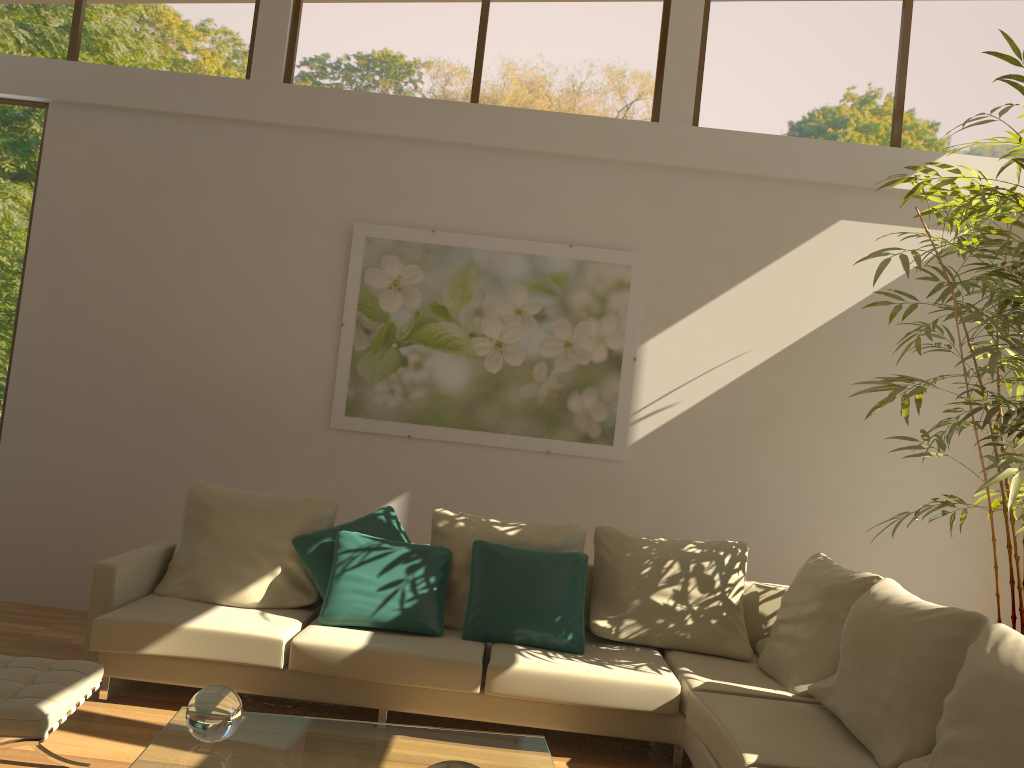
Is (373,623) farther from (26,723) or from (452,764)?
(452,764)

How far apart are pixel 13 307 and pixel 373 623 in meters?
3.3 m

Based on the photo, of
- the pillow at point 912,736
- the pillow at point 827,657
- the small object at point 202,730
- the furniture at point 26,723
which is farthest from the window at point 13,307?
the pillow at point 912,736

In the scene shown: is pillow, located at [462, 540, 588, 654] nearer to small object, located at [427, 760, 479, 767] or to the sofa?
the sofa

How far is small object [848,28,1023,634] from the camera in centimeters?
387cm

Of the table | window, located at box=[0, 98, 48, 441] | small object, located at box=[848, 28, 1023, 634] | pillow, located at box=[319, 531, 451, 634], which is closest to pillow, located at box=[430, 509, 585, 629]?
pillow, located at box=[319, 531, 451, 634]

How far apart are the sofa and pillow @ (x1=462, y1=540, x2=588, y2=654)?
0.0 meters

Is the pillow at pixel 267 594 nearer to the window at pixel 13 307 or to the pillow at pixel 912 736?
the window at pixel 13 307

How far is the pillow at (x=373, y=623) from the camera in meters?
4.1 m

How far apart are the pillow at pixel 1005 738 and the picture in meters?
2.7 m
